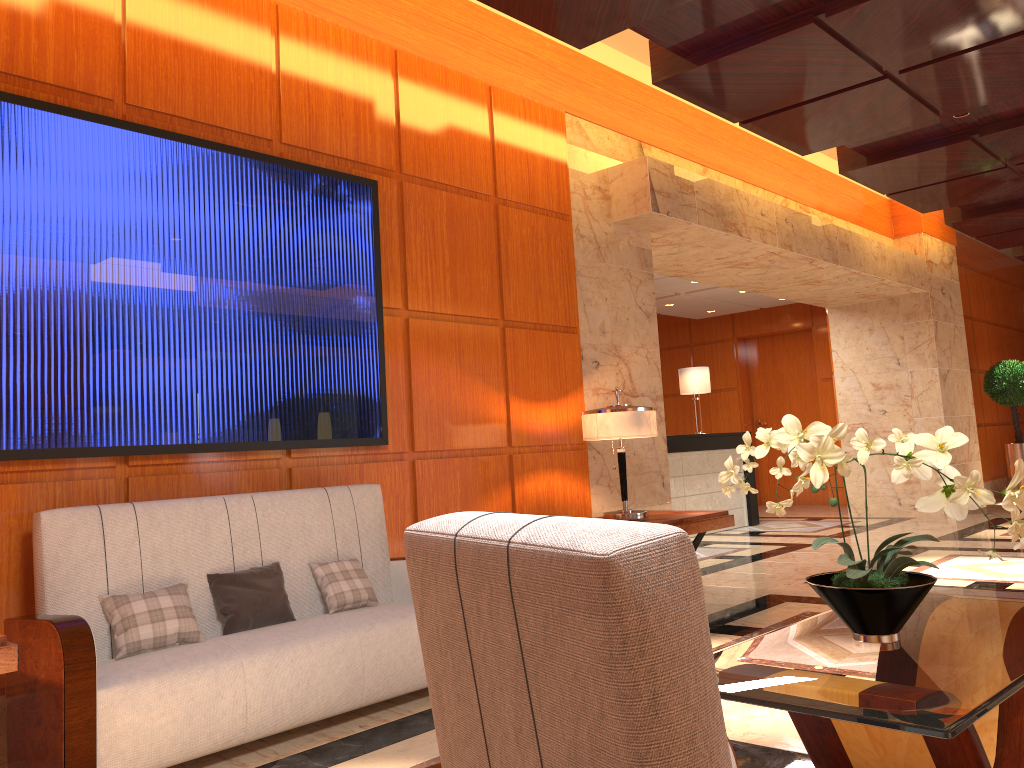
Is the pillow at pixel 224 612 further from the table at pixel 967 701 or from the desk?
the desk

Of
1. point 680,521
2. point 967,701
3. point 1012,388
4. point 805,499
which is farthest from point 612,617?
point 805,499

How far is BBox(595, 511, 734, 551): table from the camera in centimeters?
530cm

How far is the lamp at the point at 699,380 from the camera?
10.8 meters

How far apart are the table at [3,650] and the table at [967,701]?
2.00m

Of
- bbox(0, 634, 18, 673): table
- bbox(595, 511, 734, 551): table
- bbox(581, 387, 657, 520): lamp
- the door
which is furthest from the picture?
the door

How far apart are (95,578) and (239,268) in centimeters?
156cm

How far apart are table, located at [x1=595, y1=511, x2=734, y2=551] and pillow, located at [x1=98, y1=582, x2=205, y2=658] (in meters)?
2.77

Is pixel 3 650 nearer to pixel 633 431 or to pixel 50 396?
pixel 50 396

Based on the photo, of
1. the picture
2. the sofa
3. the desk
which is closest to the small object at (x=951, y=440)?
the sofa
